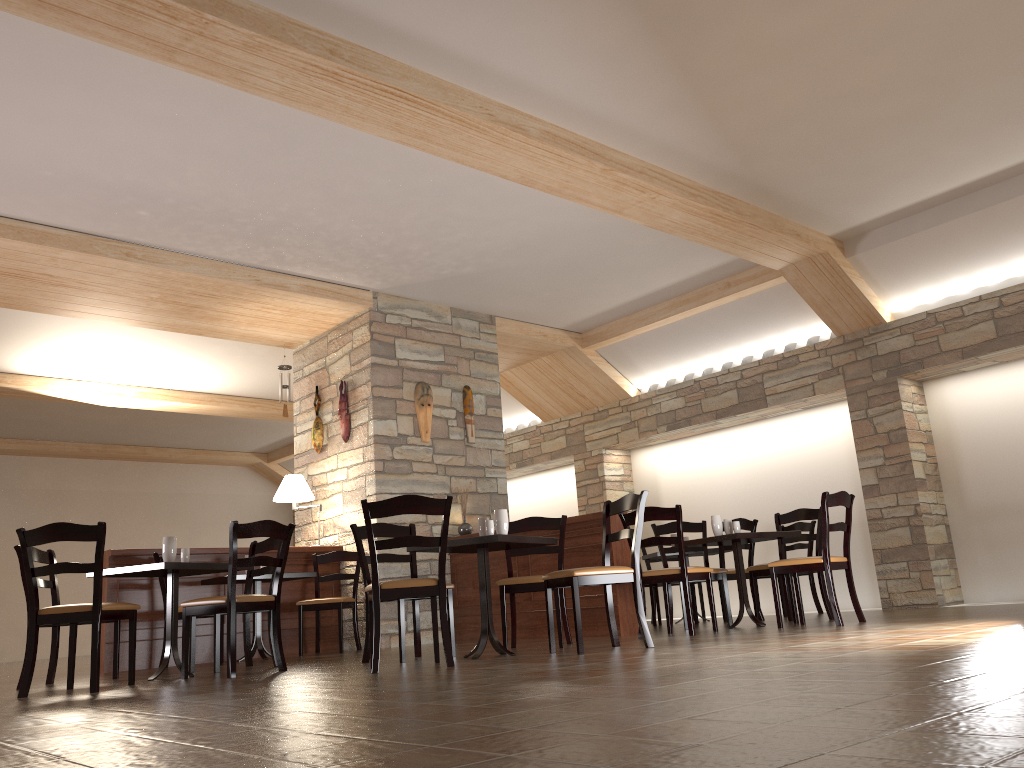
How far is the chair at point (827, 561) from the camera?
5.7 meters

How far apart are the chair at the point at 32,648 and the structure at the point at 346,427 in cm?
346

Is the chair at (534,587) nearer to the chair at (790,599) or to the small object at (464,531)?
the chair at (790,599)

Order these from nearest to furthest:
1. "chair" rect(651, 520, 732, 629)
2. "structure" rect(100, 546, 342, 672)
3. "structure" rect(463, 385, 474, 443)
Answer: "structure" rect(100, 546, 342, 672) < "chair" rect(651, 520, 732, 629) < "structure" rect(463, 385, 474, 443)

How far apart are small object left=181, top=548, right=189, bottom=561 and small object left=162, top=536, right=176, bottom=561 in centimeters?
15cm

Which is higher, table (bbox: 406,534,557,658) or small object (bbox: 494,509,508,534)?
small object (bbox: 494,509,508,534)

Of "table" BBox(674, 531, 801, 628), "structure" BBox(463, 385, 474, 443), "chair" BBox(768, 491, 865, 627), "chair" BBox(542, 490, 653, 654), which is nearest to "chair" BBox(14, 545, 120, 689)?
"chair" BBox(542, 490, 653, 654)

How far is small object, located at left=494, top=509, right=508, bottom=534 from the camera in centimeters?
513cm

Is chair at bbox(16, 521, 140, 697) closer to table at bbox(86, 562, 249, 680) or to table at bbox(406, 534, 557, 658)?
table at bbox(86, 562, 249, 680)

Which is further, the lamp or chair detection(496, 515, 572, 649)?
the lamp
